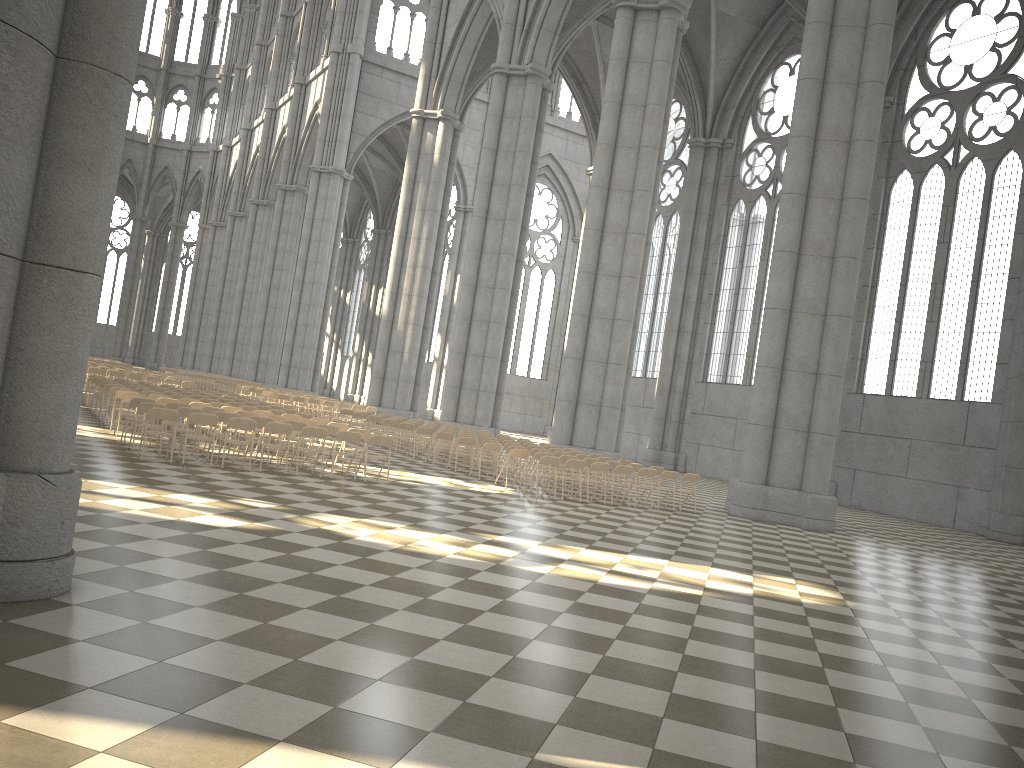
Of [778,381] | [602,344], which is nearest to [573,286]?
[602,344]

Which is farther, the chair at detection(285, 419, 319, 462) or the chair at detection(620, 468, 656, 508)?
the chair at detection(620, 468, 656, 508)

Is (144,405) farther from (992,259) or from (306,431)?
(992,259)

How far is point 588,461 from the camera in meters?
18.5 m

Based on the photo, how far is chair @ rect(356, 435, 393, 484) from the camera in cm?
1490

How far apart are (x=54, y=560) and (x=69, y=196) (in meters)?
2.26

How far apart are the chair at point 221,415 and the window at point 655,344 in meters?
27.5

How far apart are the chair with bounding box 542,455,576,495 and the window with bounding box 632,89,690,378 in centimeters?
2244cm

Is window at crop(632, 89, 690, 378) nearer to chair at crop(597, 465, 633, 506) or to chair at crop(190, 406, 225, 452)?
chair at crop(597, 465, 633, 506)

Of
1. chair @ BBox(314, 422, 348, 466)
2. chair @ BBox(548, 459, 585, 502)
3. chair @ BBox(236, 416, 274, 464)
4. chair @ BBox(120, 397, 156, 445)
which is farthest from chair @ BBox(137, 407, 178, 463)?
chair @ BBox(548, 459, 585, 502)
